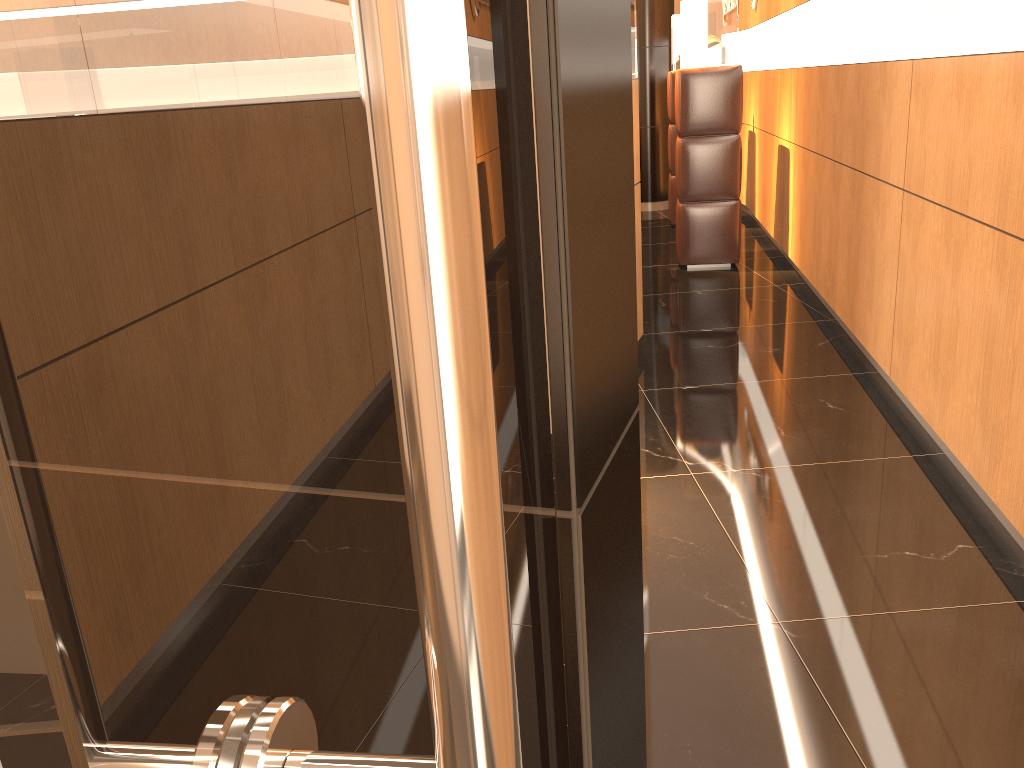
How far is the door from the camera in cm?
18

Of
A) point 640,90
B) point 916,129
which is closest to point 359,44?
point 916,129

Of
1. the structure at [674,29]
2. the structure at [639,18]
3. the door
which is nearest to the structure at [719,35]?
the structure at [674,29]

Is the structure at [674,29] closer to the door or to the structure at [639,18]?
the structure at [639,18]

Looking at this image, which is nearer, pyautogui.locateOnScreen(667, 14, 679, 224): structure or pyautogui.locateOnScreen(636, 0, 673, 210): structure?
pyautogui.locateOnScreen(667, 14, 679, 224): structure

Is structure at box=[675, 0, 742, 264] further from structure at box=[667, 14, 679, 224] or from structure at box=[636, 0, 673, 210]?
structure at box=[636, 0, 673, 210]

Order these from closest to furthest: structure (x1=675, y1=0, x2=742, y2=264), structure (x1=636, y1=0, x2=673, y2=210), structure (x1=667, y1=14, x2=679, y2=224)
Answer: structure (x1=675, y1=0, x2=742, y2=264)
structure (x1=667, y1=14, x2=679, y2=224)
structure (x1=636, y1=0, x2=673, y2=210)

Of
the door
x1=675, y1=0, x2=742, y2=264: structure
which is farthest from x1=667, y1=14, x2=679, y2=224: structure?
the door

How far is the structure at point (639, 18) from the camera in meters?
9.6 m

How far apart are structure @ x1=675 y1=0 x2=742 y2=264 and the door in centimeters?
606cm
